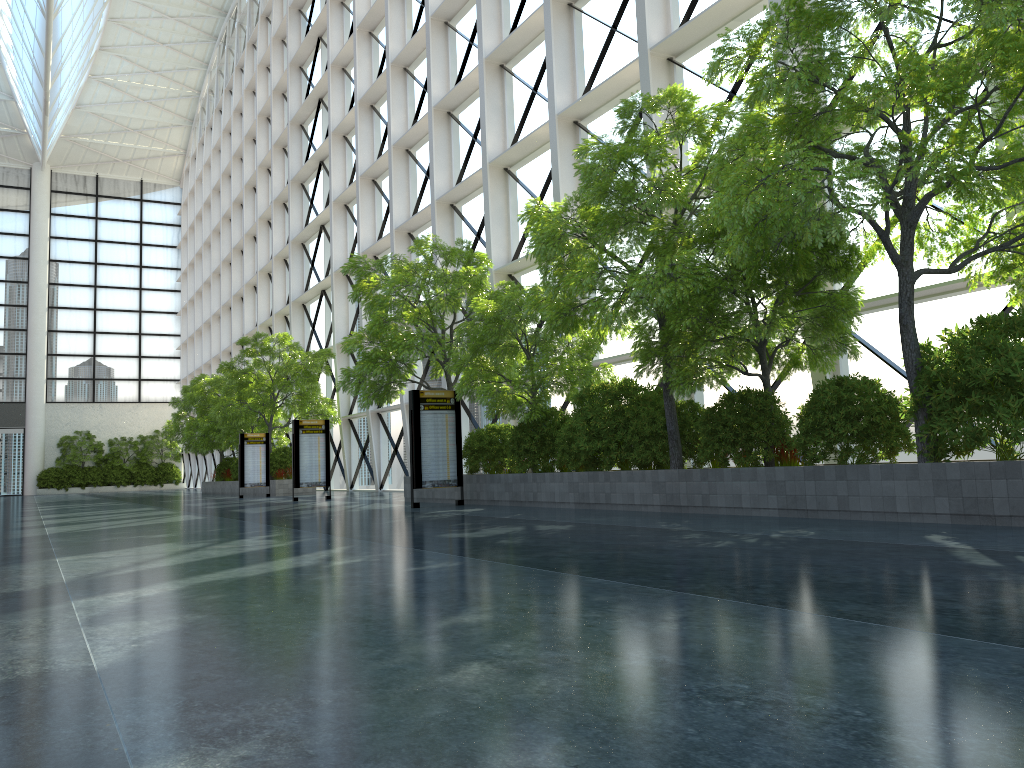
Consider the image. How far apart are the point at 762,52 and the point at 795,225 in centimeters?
240cm

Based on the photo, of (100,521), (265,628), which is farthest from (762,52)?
(100,521)

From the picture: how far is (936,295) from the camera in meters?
14.7 m
